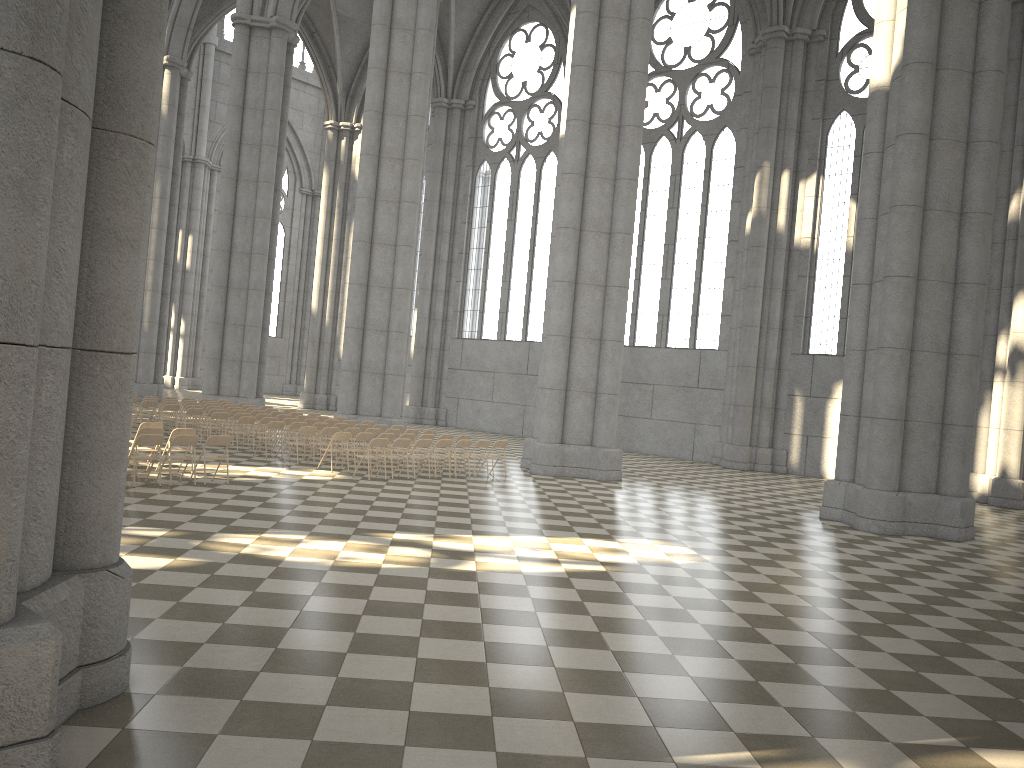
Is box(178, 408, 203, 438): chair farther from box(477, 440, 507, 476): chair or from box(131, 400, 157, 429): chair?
box(477, 440, 507, 476): chair

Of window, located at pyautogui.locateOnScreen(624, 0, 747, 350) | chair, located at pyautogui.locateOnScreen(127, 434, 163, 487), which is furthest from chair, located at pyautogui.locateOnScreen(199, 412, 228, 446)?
window, located at pyautogui.locateOnScreen(624, 0, 747, 350)

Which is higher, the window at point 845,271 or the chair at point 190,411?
the window at point 845,271

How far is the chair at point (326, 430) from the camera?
18.9m

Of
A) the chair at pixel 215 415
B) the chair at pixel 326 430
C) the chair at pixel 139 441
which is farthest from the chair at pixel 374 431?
the chair at pixel 139 441

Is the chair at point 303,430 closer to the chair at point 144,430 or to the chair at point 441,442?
the chair at point 441,442

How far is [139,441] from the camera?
13.5m

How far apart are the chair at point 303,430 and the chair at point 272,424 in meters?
1.1

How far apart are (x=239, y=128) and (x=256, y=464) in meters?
17.7 m

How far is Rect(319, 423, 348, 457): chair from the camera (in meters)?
20.62
